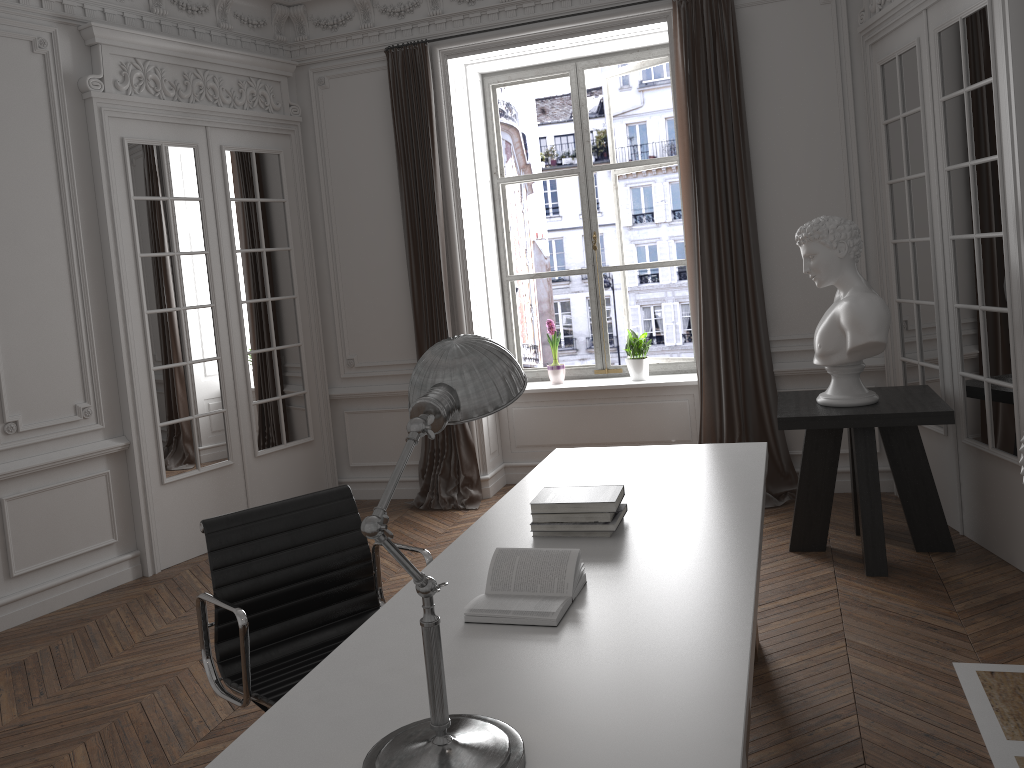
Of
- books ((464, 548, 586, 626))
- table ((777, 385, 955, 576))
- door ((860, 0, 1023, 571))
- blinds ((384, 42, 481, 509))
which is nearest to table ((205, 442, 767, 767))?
books ((464, 548, 586, 626))

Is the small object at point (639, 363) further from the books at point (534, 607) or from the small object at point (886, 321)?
the books at point (534, 607)

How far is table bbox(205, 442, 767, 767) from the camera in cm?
158

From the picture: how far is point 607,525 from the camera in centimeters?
261cm

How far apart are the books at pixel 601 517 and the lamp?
1.1 meters

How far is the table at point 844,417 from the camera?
4.06m

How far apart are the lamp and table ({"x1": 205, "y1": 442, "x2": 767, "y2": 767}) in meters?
0.0

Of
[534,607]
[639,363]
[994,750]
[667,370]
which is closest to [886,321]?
[994,750]

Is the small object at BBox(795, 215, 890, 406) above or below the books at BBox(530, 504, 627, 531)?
above

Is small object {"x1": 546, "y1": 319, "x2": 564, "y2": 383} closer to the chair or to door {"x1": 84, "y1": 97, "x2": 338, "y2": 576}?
door {"x1": 84, "y1": 97, "x2": 338, "y2": 576}
